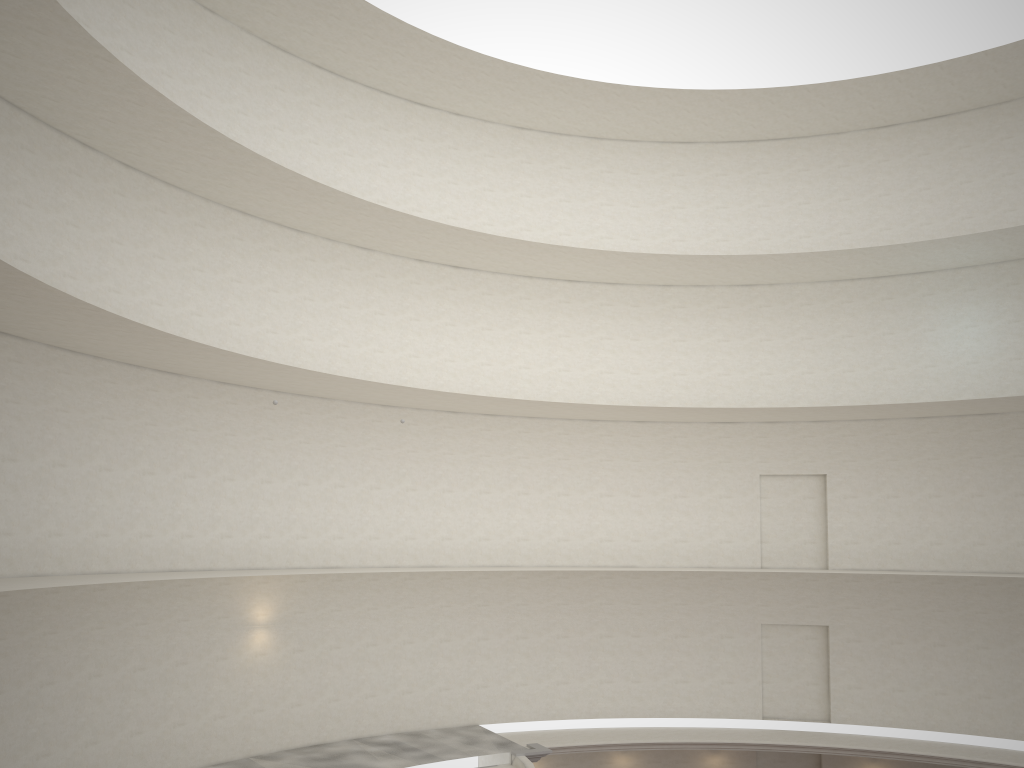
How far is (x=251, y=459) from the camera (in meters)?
20.27
